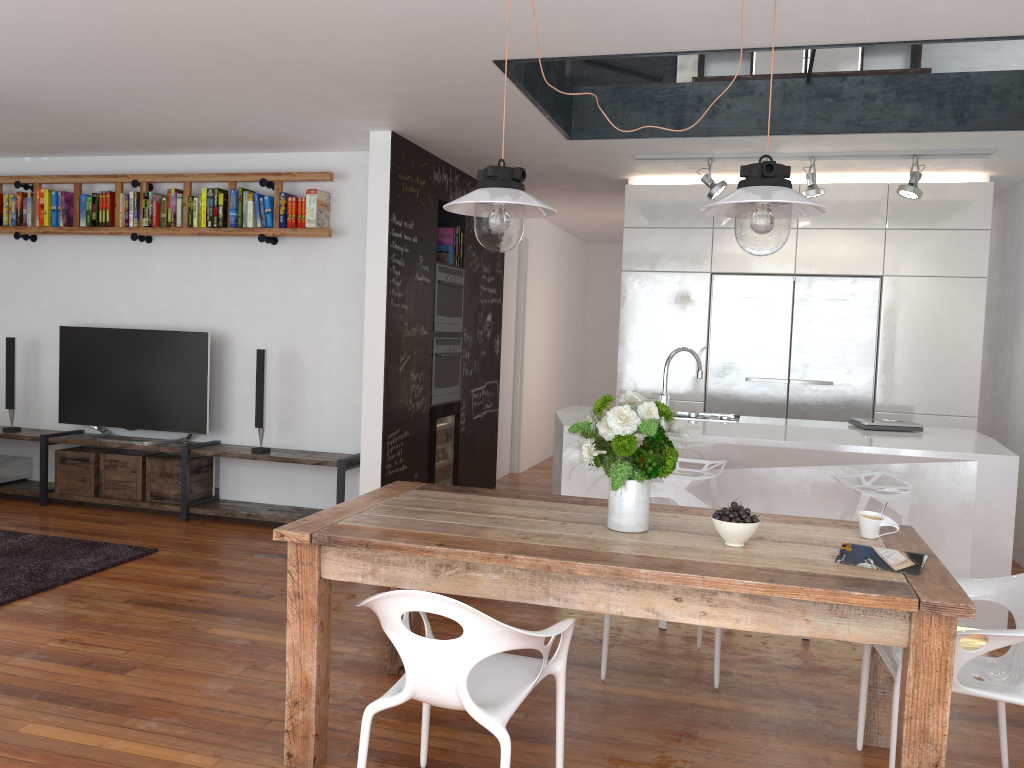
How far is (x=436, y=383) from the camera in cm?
615

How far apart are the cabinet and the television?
2.9 meters

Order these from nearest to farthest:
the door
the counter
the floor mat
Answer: the counter → the floor mat → the door

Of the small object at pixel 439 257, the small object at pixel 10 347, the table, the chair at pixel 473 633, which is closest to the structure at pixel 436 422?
the small object at pixel 439 257

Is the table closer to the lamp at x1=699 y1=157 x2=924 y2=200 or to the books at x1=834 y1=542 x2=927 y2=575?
the books at x1=834 y1=542 x2=927 y2=575

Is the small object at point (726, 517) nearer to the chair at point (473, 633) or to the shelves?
the chair at point (473, 633)

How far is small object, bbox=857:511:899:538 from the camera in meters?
2.8 m

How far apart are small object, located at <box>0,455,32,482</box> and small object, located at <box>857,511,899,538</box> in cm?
600

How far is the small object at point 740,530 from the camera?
2.6m

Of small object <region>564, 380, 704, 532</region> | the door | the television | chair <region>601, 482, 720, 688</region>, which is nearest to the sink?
chair <region>601, 482, 720, 688</region>
